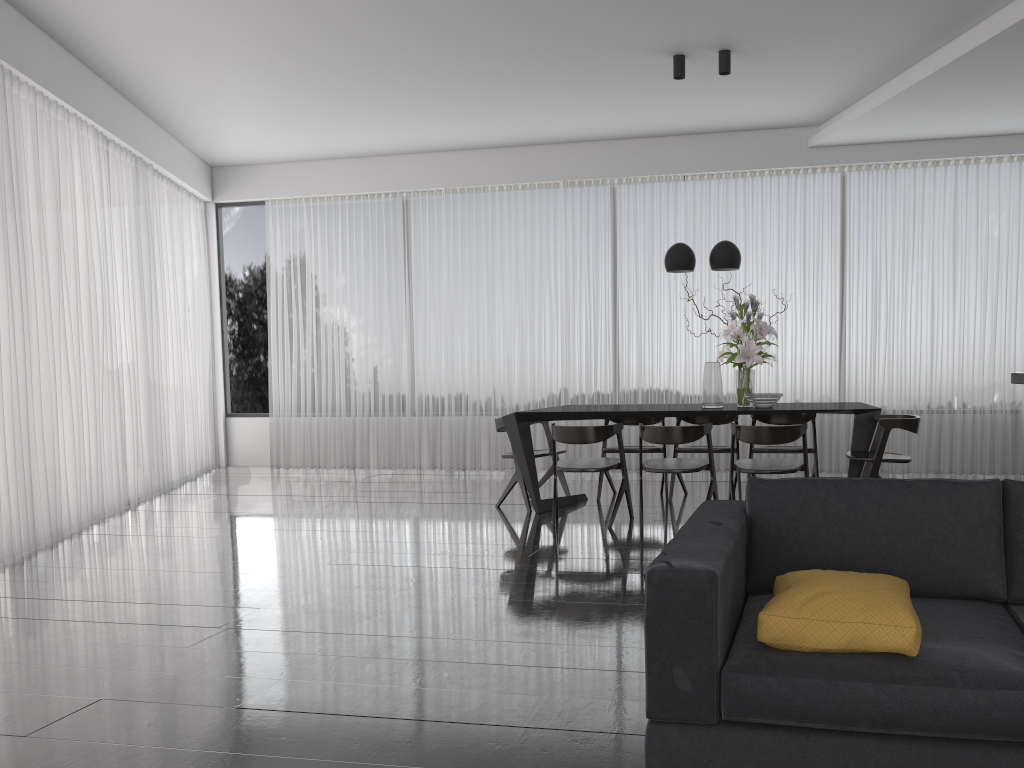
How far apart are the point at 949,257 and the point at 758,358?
2.8 meters

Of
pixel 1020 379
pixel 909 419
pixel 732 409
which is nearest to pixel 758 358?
pixel 732 409

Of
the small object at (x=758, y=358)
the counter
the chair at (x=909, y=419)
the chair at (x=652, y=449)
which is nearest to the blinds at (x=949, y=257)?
the chair at (x=652, y=449)

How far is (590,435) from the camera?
5.6m

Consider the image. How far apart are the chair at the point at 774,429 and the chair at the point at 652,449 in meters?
1.1

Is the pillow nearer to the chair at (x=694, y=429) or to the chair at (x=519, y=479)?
the chair at (x=694, y=429)

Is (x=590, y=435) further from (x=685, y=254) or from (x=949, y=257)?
(x=949, y=257)

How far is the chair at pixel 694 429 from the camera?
5.39m

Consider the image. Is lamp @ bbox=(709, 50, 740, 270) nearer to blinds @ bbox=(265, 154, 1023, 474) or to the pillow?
blinds @ bbox=(265, 154, 1023, 474)

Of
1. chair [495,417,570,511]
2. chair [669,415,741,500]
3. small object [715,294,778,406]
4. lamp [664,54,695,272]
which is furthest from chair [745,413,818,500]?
chair [495,417,570,511]
